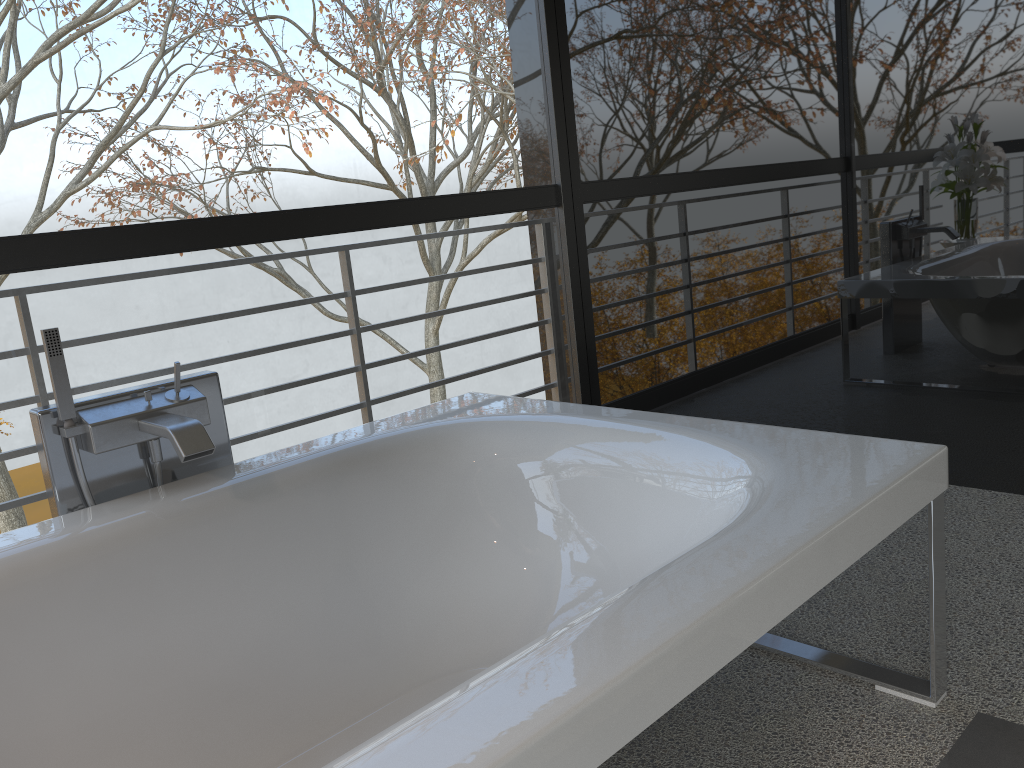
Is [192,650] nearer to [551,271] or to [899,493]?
[899,493]

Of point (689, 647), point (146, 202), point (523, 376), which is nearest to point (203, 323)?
A: point (523, 376)

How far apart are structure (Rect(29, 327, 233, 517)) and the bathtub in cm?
5

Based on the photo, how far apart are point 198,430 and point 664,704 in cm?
116

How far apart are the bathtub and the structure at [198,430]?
0.05m

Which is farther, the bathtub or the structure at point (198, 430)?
the structure at point (198, 430)

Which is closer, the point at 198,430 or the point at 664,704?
the point at 664,704

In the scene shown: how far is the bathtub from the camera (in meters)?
1.05

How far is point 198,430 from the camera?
1.8m

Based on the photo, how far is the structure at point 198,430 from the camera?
1.8m
